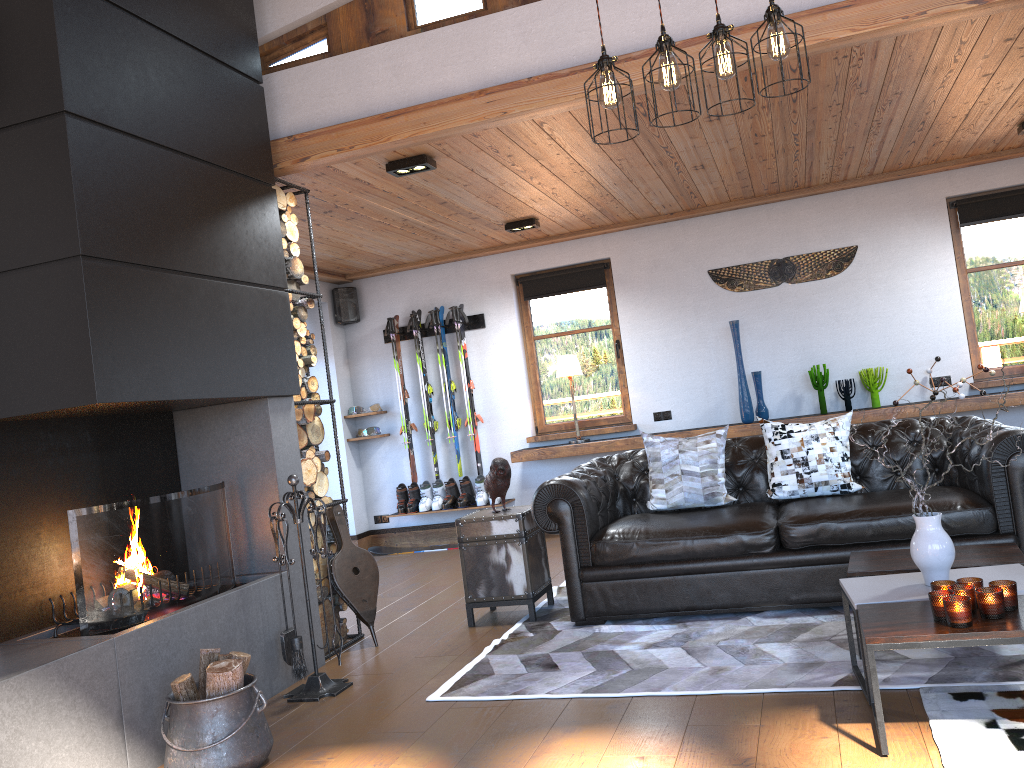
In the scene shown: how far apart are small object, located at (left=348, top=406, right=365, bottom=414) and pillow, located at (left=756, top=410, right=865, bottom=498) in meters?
4.6 m

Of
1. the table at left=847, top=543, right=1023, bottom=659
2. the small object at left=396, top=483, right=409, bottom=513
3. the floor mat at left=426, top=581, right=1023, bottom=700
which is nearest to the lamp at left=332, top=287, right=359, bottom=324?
the small object at left=396, top=483, right=409, bottom=513

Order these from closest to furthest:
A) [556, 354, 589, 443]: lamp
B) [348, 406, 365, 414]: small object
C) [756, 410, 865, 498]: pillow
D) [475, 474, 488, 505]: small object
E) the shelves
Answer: [756, 410, 865, 498]: pillow < the shelves < [556, 354, 589, 443]: lamp < [475, 474, 488, 505]: small object < [348, 406, 365, 414]: small object

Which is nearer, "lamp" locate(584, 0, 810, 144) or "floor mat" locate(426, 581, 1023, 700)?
"lamp" locate(584, 0, 810, 144)

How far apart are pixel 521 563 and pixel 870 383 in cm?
373

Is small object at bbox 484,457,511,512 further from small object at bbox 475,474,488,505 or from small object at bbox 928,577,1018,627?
small object at bbox 475,474,488,505

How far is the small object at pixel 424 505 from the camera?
8.2 meters

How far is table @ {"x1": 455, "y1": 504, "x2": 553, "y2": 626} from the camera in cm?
492

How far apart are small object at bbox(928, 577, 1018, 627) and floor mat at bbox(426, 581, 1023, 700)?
0.5 meters

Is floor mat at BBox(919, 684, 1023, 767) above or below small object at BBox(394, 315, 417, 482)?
below
